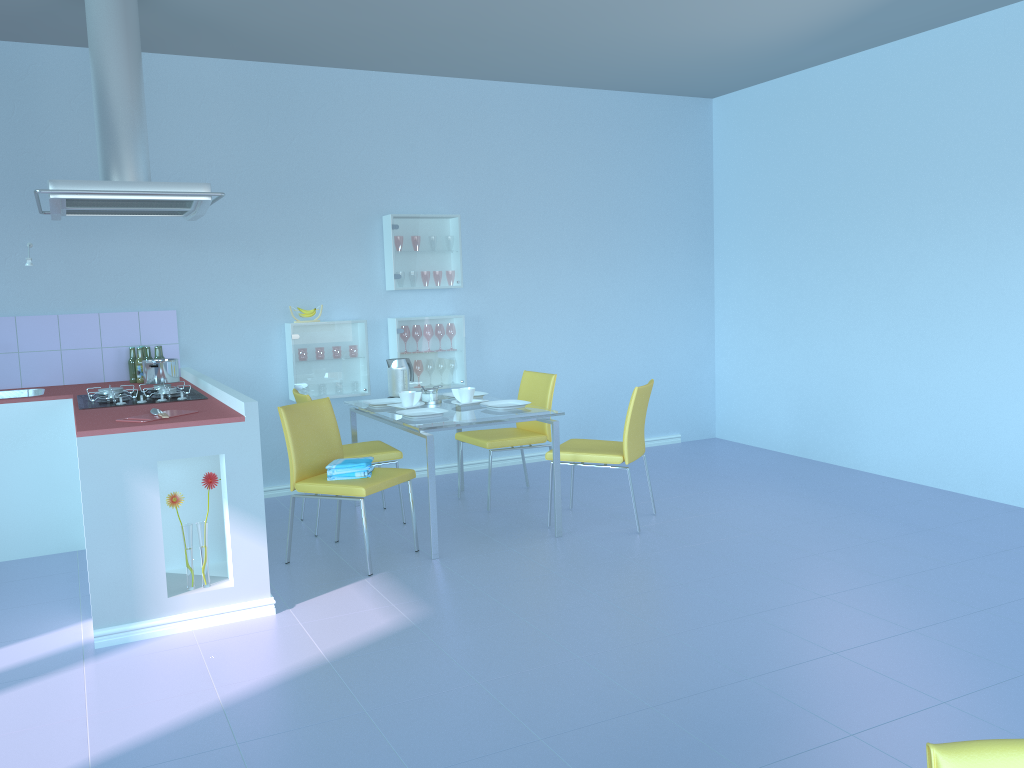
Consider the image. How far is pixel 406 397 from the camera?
4.4 meters

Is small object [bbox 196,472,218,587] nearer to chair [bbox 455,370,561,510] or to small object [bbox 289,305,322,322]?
chair [bbox 455,370,561,510]

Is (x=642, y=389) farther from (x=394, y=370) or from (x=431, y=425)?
(x=394, y=370)

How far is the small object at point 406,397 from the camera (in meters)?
Result: 4.44

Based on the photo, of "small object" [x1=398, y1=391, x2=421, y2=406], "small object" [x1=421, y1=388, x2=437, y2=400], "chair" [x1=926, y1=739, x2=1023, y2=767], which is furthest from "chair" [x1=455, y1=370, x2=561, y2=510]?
"chair" [x1=926, y1=739, x2=1023, y2=767]

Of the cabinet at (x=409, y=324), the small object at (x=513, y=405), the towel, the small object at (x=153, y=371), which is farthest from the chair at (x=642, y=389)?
the small object at (x=153, y=371)

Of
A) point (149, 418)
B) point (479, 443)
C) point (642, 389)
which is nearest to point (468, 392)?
point (479, 443)

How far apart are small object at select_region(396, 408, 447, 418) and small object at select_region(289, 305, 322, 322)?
1.3 meters

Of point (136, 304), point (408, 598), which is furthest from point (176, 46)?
point (408, 598)

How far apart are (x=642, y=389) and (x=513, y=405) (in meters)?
0.66
